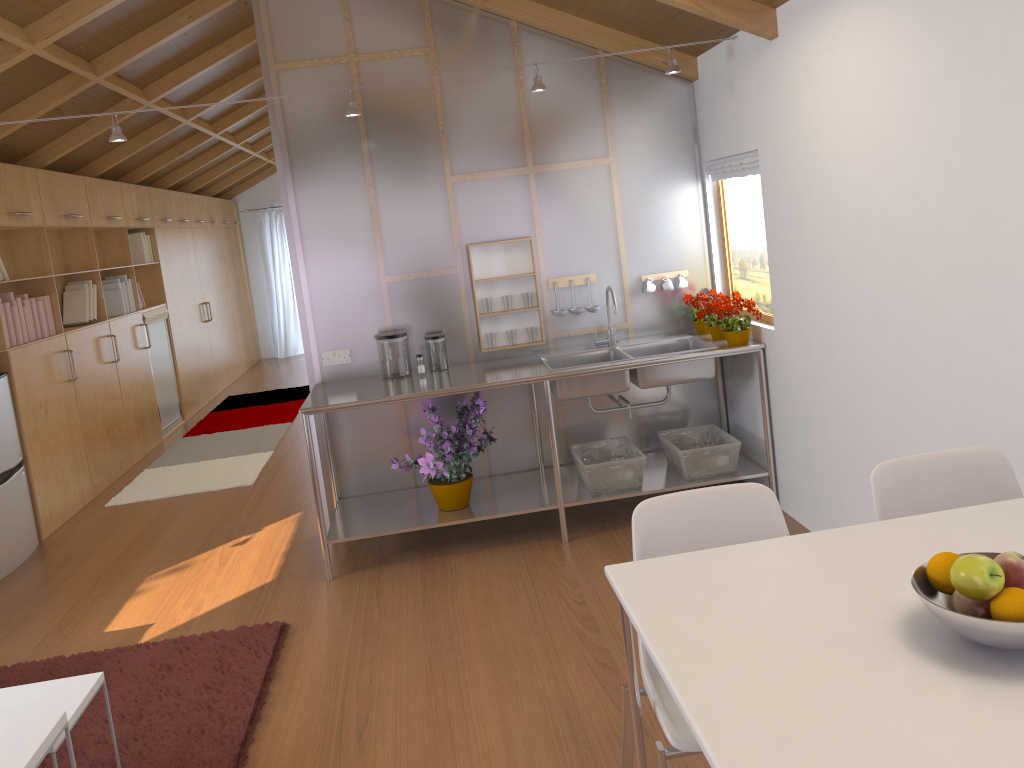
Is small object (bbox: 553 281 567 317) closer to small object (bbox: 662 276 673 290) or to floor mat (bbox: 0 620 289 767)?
small object (bbox: 662 276 673 290)

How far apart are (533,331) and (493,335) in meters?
0.2

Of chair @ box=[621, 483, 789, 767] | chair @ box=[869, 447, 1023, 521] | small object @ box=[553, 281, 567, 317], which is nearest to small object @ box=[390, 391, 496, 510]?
small object @ box=[553, 281, 567, 317]

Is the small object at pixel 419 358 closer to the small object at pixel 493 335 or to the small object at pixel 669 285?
the small object at pixel 493 335

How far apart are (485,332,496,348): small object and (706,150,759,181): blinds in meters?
1.4 m

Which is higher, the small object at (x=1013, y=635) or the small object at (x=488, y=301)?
the small object at (x=488, y=301)

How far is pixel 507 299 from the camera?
4.4m

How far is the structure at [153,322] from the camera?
7.6 meters

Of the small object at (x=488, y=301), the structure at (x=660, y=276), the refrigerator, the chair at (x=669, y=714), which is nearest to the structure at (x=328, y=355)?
the small object at (x=488, y=301)

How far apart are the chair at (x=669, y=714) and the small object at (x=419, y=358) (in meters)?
2.33
